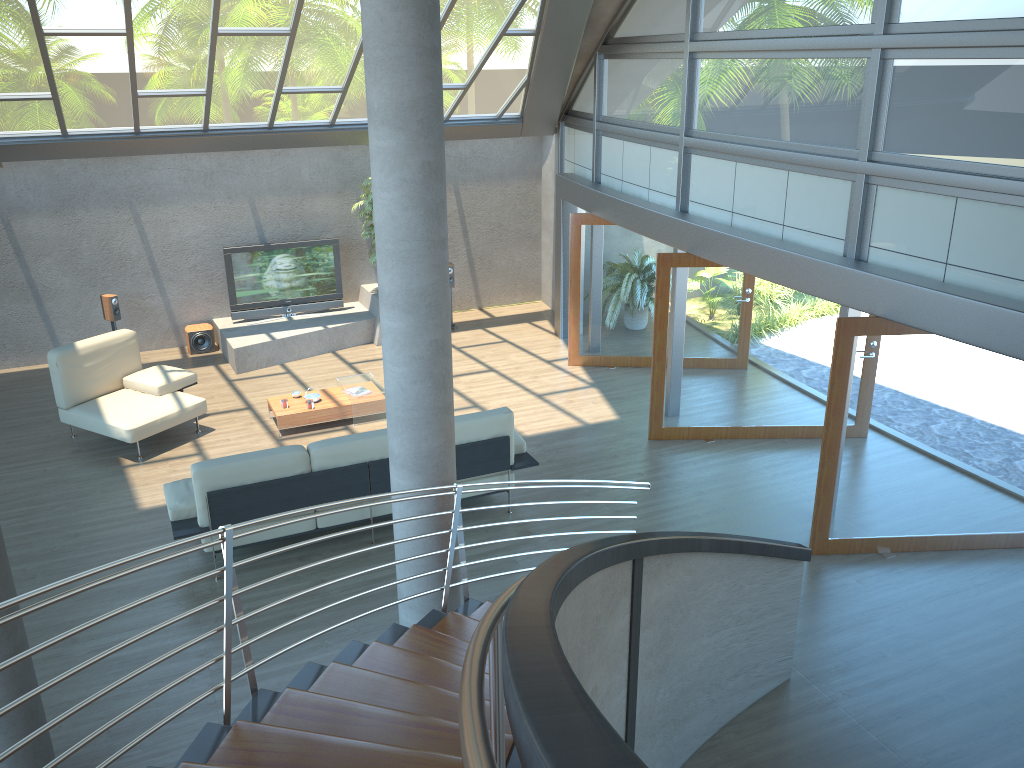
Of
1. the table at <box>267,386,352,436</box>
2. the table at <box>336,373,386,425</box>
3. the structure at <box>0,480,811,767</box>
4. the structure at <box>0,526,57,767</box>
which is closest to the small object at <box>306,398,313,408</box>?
the table at <box>267,386,352,436</box>

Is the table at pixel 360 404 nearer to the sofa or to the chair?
the chair

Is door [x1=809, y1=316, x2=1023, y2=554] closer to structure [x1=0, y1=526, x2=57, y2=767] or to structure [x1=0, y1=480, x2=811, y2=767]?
structure [x1=0, y1=480, x2=811, y2=767]

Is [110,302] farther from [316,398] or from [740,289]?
[740,289]

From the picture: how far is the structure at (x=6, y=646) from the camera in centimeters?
431cm

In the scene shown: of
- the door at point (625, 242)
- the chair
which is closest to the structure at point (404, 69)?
the chair

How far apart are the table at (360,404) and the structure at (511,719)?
4.7m

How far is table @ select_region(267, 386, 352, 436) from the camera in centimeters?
943cm

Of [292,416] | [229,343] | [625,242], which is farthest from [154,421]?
[625,242]

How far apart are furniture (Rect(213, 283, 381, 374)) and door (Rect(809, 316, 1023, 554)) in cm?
709
